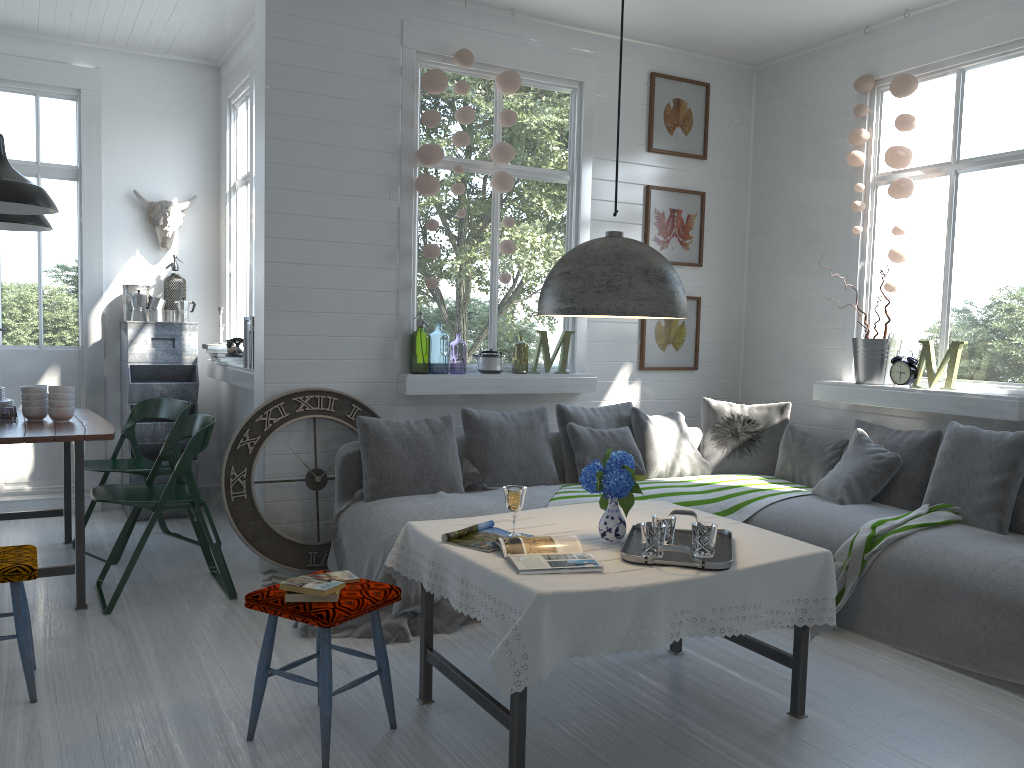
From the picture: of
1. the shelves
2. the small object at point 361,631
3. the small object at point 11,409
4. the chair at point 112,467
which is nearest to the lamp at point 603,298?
the small object at point 361,631

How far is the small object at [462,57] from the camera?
5.8m

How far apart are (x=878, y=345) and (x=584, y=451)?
2.07m

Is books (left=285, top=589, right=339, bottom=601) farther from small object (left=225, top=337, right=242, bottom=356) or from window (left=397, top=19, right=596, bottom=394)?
small object (left=225, top=337, right=242, bottom=356)

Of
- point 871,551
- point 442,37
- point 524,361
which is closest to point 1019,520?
point 871,551

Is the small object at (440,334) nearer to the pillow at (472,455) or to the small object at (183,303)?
the small object at (183,303)

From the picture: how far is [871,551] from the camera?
4.53m

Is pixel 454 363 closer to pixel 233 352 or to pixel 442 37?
pixel 233 352

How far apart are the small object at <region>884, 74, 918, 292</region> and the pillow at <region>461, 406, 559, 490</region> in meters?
2.4

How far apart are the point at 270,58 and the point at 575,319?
2.7 meters
